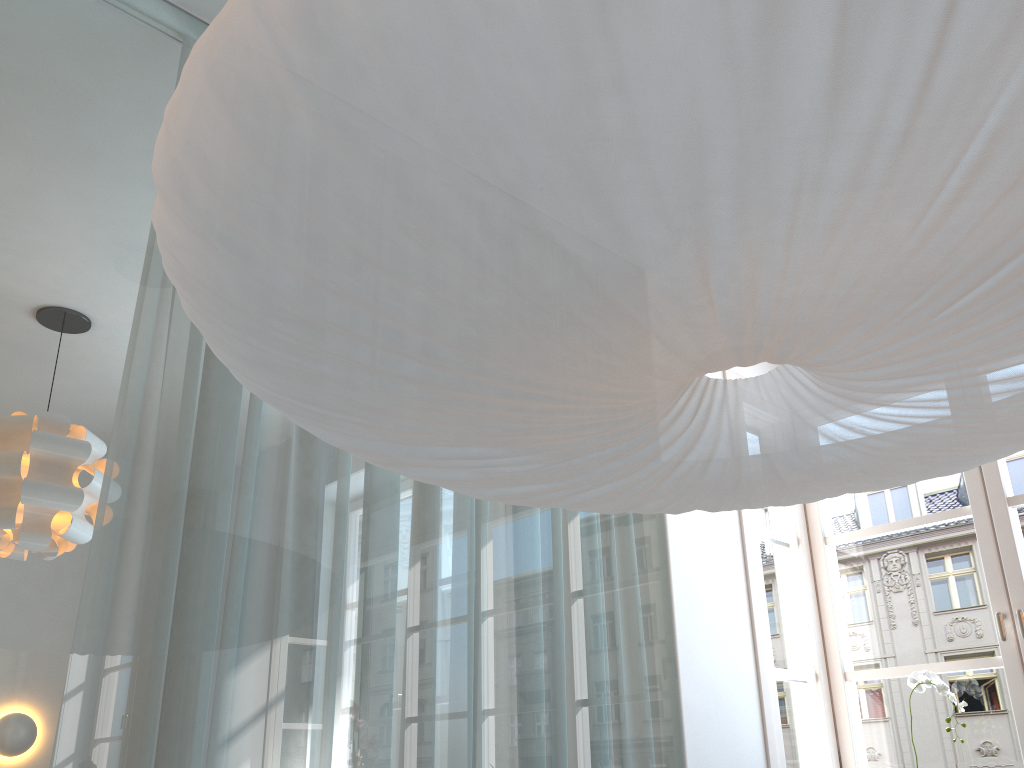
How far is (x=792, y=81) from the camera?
0.7 meters

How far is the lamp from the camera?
0.7 meters

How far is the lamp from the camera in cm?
66
